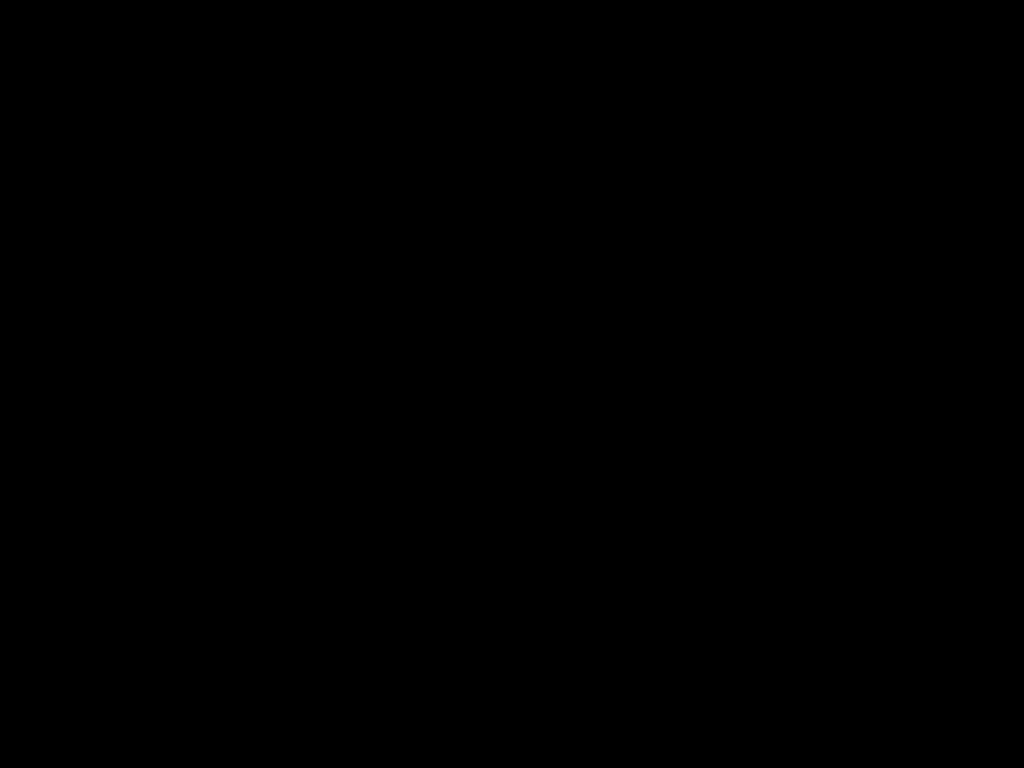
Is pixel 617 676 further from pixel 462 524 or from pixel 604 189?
pixel 462 524

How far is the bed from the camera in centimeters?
31cm

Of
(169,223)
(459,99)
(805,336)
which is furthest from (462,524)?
(459,99)

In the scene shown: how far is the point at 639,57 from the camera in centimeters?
31cm

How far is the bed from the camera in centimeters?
31cm
